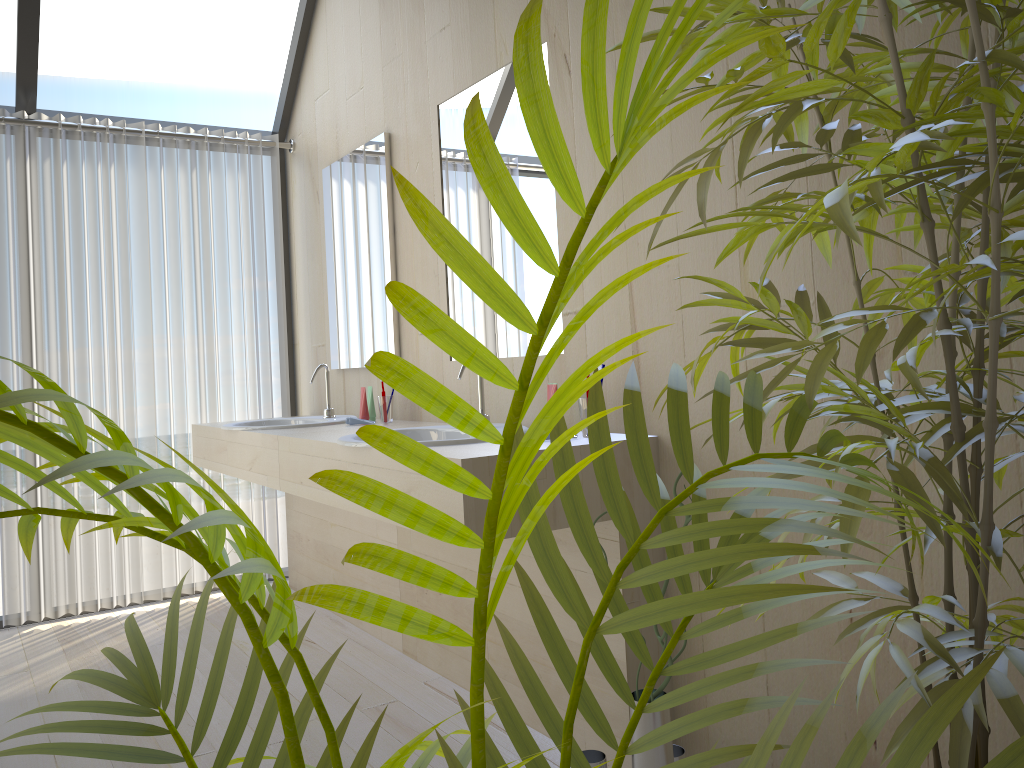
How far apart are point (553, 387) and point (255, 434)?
1.31m

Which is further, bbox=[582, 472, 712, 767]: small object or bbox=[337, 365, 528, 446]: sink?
bbox=[337, 365, 528, 446]: sink

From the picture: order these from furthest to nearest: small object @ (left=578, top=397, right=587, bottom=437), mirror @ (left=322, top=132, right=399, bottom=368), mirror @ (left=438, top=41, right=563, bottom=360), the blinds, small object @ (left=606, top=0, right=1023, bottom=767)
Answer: the blinds
mirror @ (left=322, top=132, right=399, bottom=368)
mirror @ (left=438, top=41, right=563, bottom=360)
small object @ (left=578, top=397, right=587, bottom=437)
small object @ (left=606, top=0, right=1023, bottom=767)

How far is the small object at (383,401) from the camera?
3.16m

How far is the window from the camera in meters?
3.4

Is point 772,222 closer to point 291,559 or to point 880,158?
point 880,158

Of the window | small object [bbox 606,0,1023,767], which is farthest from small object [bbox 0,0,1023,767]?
the window

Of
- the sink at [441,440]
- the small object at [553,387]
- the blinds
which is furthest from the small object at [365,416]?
the small object at [553,387]

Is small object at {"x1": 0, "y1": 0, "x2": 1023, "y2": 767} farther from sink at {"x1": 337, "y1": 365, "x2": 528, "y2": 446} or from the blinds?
the blinds

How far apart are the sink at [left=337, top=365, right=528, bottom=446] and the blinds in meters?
1.7
